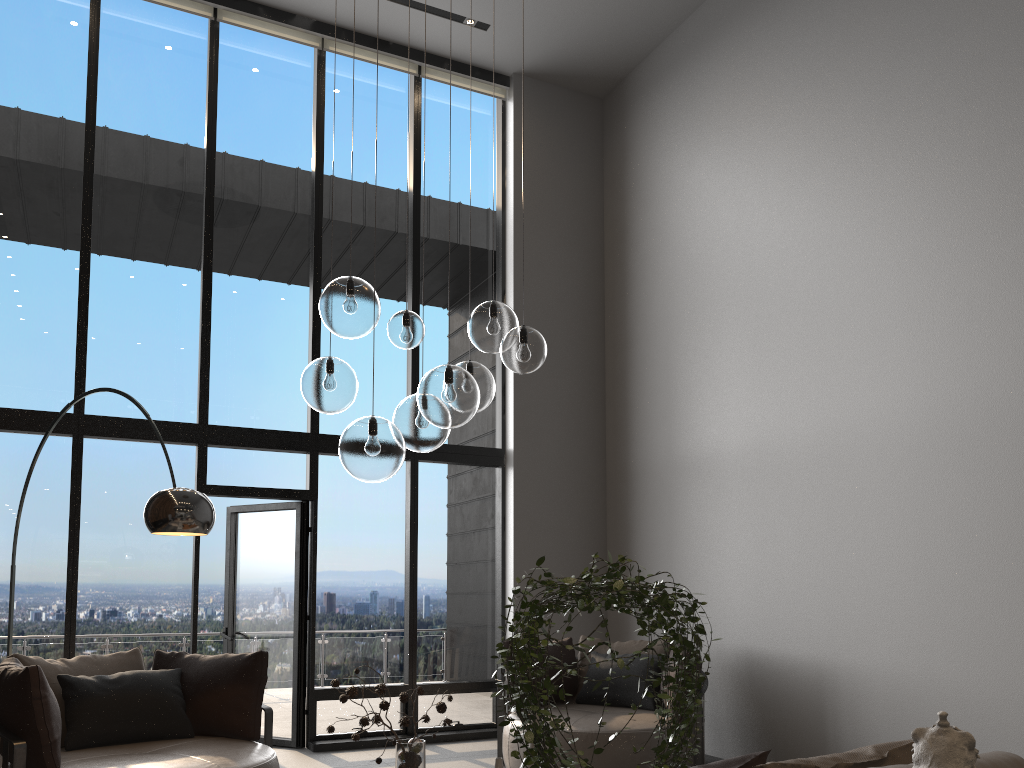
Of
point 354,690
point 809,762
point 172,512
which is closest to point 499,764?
point 354,690

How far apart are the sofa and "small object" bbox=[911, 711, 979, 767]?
0.5 meters

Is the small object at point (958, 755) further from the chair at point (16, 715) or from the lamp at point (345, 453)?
the chair at point (16, 715)

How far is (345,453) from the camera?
3.05m

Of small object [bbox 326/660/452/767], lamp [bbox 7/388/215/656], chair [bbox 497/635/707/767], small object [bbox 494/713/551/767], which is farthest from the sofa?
chair [bbox 497/635/707/767]

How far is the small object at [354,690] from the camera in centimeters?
319cm

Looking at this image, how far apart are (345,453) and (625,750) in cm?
309

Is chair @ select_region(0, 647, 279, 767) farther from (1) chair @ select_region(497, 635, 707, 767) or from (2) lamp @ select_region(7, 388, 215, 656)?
(1) chair @ select_region(497, 635, 707, 767)

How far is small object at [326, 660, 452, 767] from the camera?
3.19m

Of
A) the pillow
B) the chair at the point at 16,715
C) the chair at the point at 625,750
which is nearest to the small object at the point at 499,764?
the pillow
